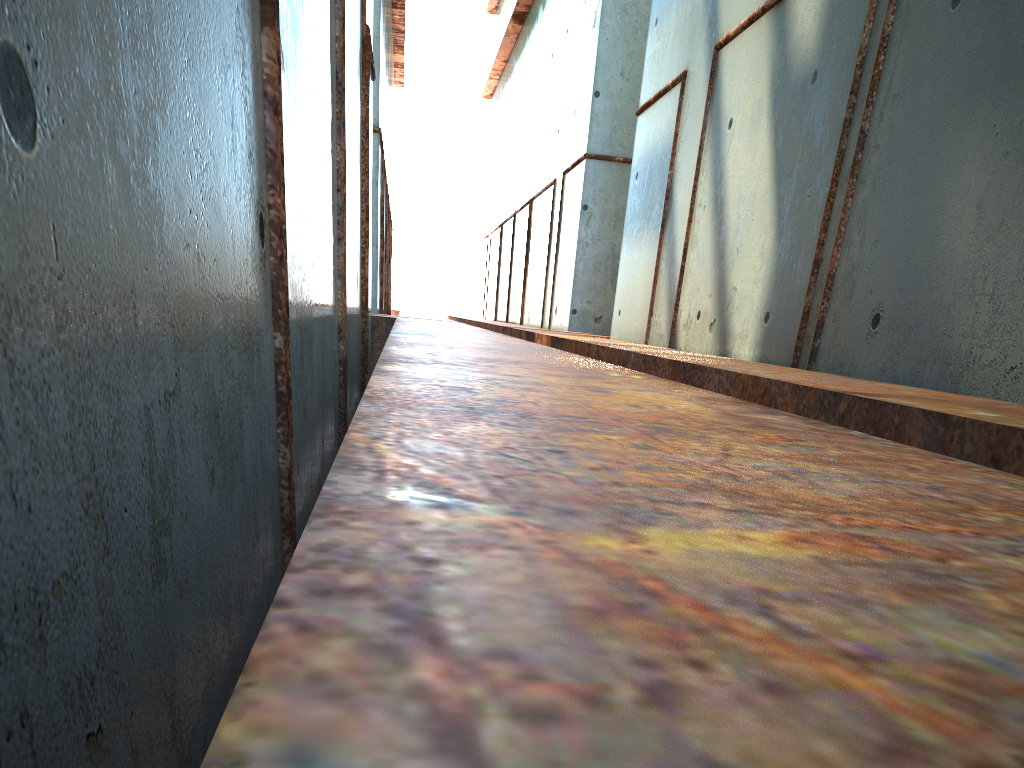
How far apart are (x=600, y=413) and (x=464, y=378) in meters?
0.9

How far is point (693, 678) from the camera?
0.5 meters
